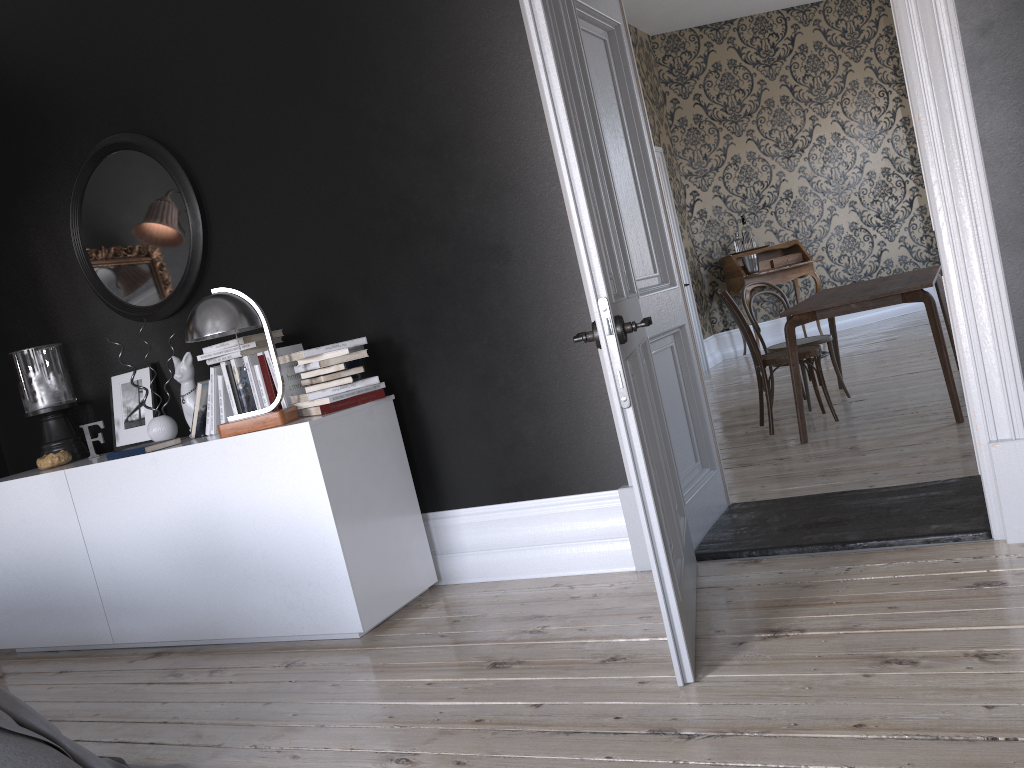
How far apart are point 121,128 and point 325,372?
1.86m

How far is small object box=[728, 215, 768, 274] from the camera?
10.0 meters

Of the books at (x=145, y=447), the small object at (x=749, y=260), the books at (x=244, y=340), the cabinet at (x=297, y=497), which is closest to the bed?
the cabinet at (x=297, y=497)

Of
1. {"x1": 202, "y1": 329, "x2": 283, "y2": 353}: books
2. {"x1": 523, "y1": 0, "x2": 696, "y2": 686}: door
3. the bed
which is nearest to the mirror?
{"x1": 202, "y1": 329, "x2": 283, "y2": 353}: books

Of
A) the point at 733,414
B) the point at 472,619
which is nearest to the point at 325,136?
the point at 472,619

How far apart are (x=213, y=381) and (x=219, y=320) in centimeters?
58cm

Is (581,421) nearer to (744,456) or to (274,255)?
(274,255)

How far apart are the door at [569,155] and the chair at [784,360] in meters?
2.3

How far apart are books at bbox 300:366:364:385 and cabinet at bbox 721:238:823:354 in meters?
7.0

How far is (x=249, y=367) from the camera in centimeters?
382cm
